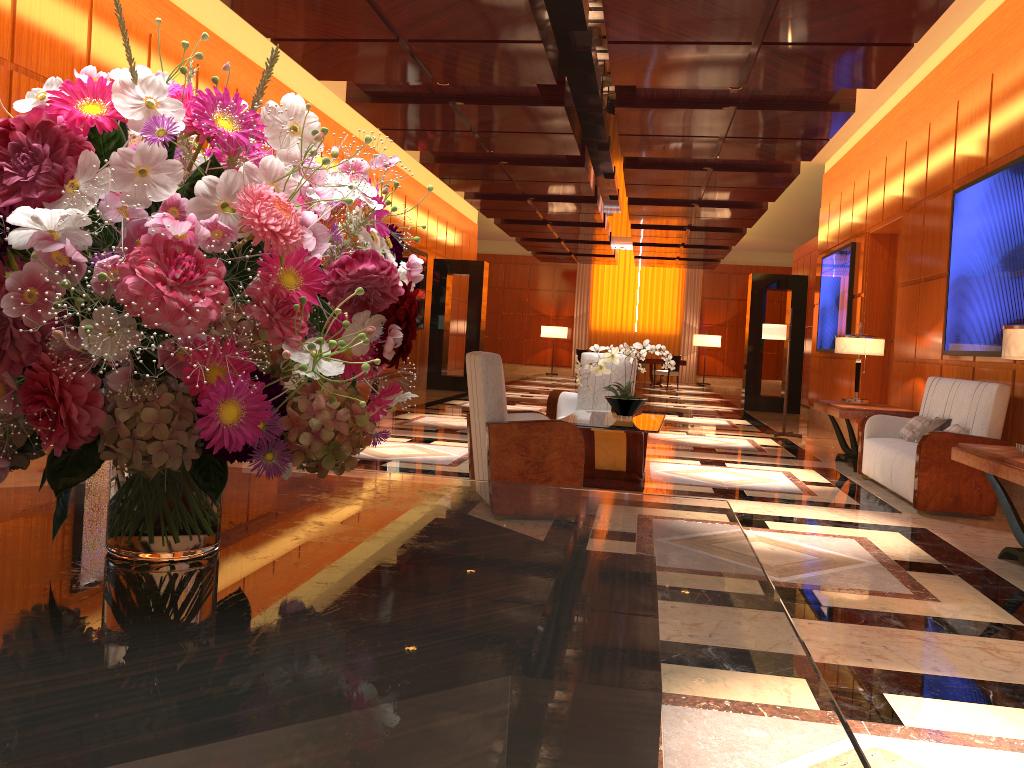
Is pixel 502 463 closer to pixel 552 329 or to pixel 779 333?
pixel 779 333

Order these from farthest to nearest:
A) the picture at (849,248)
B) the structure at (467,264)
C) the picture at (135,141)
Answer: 1. the structure at (467,264)
2. the picture at (849,248)
3. the picture at (135,141)

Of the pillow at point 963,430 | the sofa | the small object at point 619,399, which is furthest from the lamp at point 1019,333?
the small object at point 619,399

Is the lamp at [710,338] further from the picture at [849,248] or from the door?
the door

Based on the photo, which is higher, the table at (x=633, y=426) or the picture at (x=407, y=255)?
the picture at (x=407, y=255)

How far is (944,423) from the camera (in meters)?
6.78

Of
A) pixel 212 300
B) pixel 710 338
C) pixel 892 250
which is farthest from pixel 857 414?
pixel 710 338

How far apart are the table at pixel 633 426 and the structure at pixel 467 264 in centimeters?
965cm

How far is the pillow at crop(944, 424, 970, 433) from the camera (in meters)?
6.37

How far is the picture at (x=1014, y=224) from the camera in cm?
642
